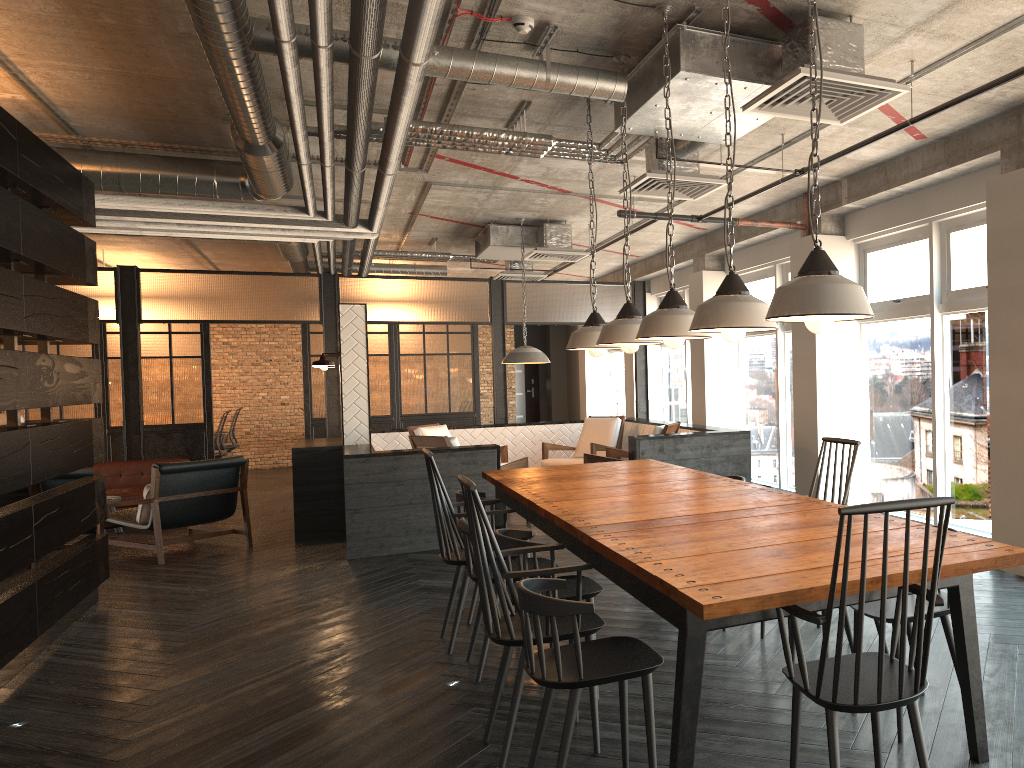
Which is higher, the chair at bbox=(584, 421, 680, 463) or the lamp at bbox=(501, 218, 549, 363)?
the lamp at bbox=(501, 218, 549, 363)

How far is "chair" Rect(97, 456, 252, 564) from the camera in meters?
7.6 m

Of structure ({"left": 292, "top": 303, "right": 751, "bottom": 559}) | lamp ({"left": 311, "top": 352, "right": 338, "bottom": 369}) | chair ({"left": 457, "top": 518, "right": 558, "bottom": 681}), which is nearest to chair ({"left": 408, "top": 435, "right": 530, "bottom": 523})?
structure ({"left": 292, "top": 303, "right": 751, "bottom": 559})

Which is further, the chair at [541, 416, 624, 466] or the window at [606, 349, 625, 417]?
the window at [606, 349, 625, 417]

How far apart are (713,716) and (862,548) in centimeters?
151cm

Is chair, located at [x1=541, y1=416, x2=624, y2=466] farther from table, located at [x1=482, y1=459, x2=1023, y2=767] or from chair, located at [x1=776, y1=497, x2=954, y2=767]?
chair, located at [x1=776, y1=497, x2=954, y2=767]

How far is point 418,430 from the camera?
9.8m

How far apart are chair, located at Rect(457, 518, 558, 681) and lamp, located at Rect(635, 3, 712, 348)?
1.2m

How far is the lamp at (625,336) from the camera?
4.4 meters

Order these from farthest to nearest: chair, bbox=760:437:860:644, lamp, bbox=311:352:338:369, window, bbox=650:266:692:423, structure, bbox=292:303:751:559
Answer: window, bbox=650:266:692:423 → lamp, bbox=311:352:338:369 → structure, bbox=292:303:751:559 → chair, bbox=760:437:860:644
